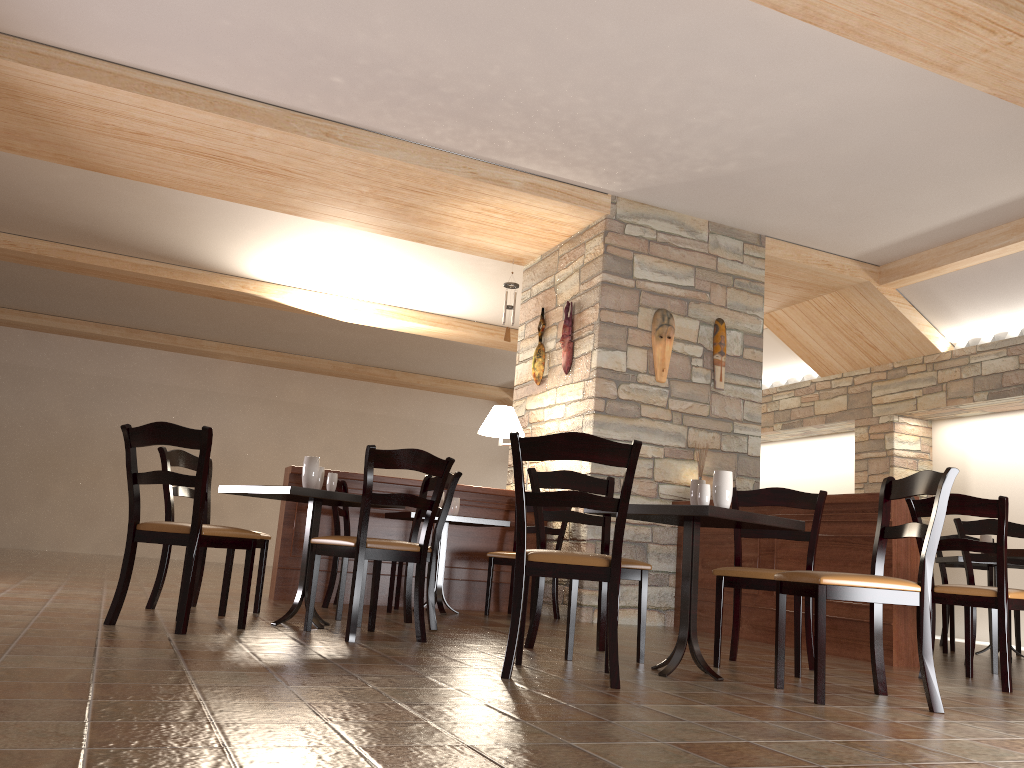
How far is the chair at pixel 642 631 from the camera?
3.9m

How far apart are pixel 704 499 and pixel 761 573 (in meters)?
0.60

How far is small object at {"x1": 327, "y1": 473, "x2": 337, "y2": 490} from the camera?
4.49m

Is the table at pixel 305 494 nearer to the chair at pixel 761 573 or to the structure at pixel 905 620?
the chair at pixel 761 573

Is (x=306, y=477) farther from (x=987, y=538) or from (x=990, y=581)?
(x=990, y=581)

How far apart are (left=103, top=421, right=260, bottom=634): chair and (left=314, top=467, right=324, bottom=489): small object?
0.6 meters

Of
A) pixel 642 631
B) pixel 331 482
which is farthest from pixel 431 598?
pixel 642 631

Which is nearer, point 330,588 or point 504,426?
→ point 330,588

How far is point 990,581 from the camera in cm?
676

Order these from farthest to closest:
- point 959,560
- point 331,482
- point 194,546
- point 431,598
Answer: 1. point 959,560
2. point 431,598
3. point 331,482
4. point 194,546
